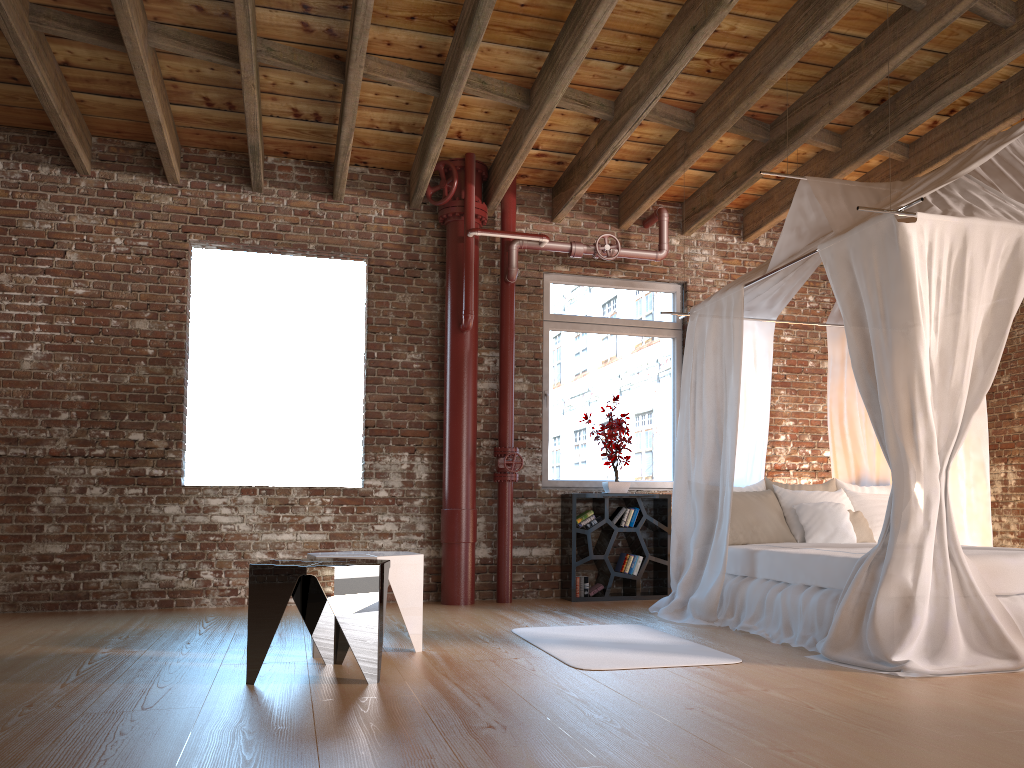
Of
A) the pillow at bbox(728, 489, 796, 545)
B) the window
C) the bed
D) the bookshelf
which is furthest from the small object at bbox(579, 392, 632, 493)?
the pillow at bbox(728, 489, 796, 545)

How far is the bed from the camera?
3.9 meters

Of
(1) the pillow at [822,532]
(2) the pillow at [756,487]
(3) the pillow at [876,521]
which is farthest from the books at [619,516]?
(3) the pillow at [876,521]

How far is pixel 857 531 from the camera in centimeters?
583cm

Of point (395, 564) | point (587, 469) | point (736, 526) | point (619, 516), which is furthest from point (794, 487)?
point (395, 564)

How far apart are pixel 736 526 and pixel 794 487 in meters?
0.8 m

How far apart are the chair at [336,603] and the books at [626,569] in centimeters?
331cm

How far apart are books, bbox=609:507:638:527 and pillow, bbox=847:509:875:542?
1.68m

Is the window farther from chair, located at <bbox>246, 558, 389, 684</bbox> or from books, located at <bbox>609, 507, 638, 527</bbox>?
chair, located at <bbox>246, 558, 389, 684</bbox>

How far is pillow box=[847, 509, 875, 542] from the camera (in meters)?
5.83
